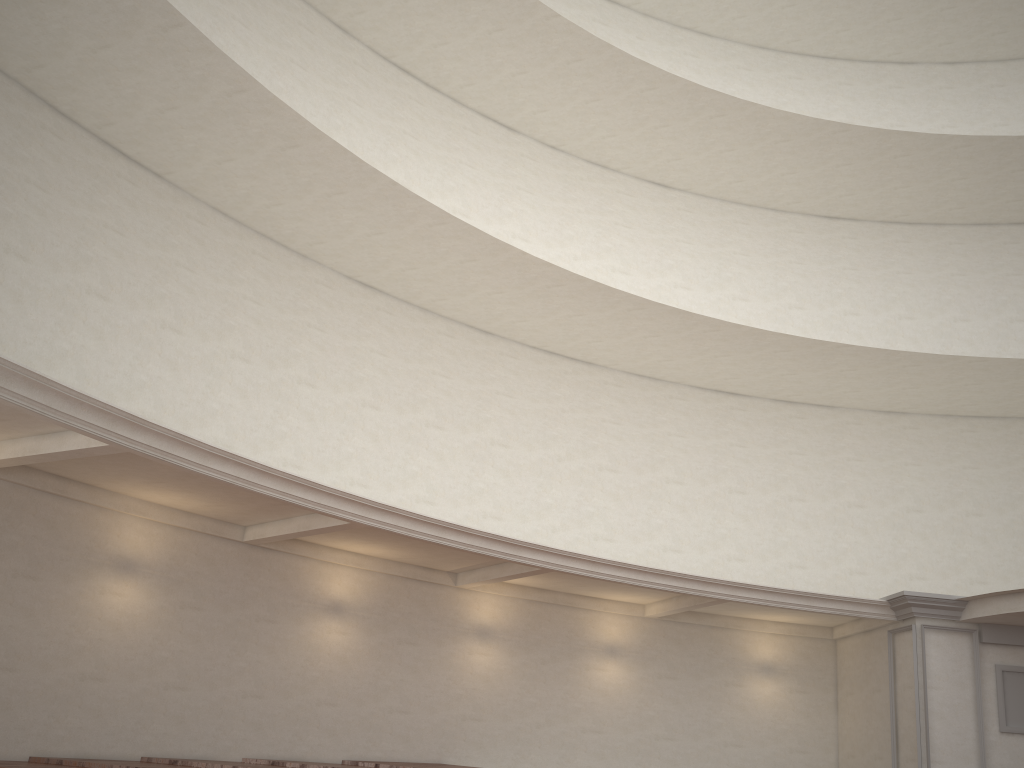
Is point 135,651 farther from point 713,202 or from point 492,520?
point 713,202

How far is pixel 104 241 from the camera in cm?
1108
